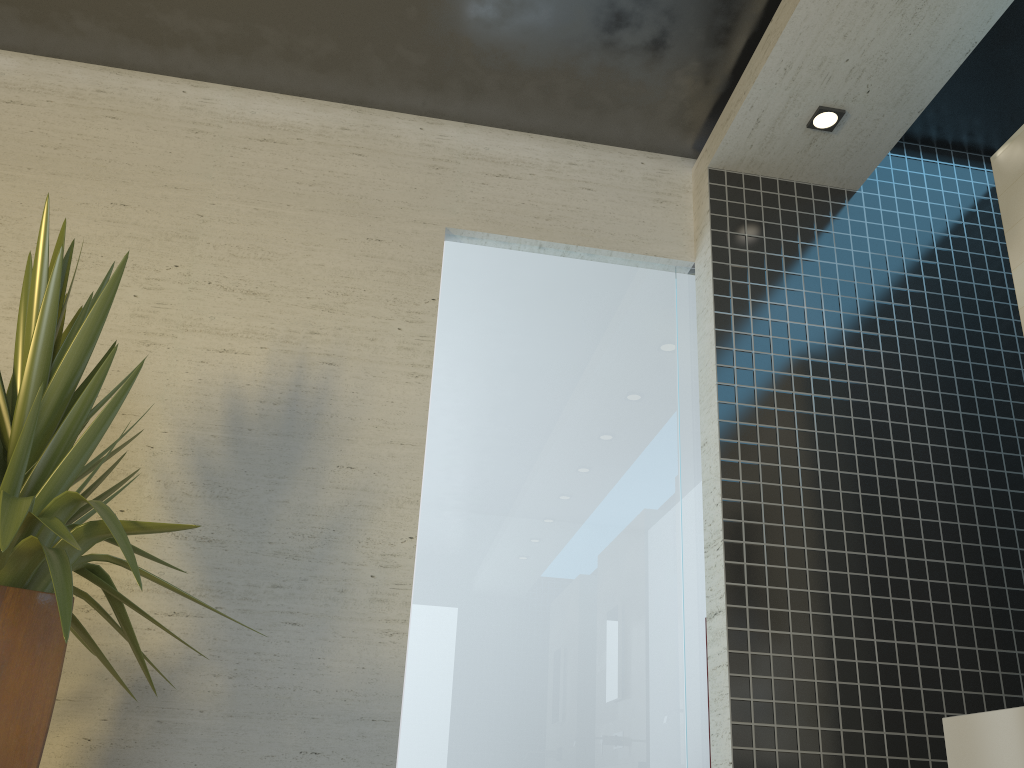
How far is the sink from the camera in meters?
1.6

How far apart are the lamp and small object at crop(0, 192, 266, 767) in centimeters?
246cm

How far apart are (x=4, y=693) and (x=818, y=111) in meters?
3.1 m

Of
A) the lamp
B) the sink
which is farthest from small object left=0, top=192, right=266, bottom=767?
the lamp

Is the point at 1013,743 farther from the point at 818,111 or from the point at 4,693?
the point at 818,111

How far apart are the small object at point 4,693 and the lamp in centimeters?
246cm

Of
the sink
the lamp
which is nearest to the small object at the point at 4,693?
the sink

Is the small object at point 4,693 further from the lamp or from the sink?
the lamp

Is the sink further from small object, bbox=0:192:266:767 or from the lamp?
the lamp

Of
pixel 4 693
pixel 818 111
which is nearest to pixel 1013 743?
pixel 4 693
